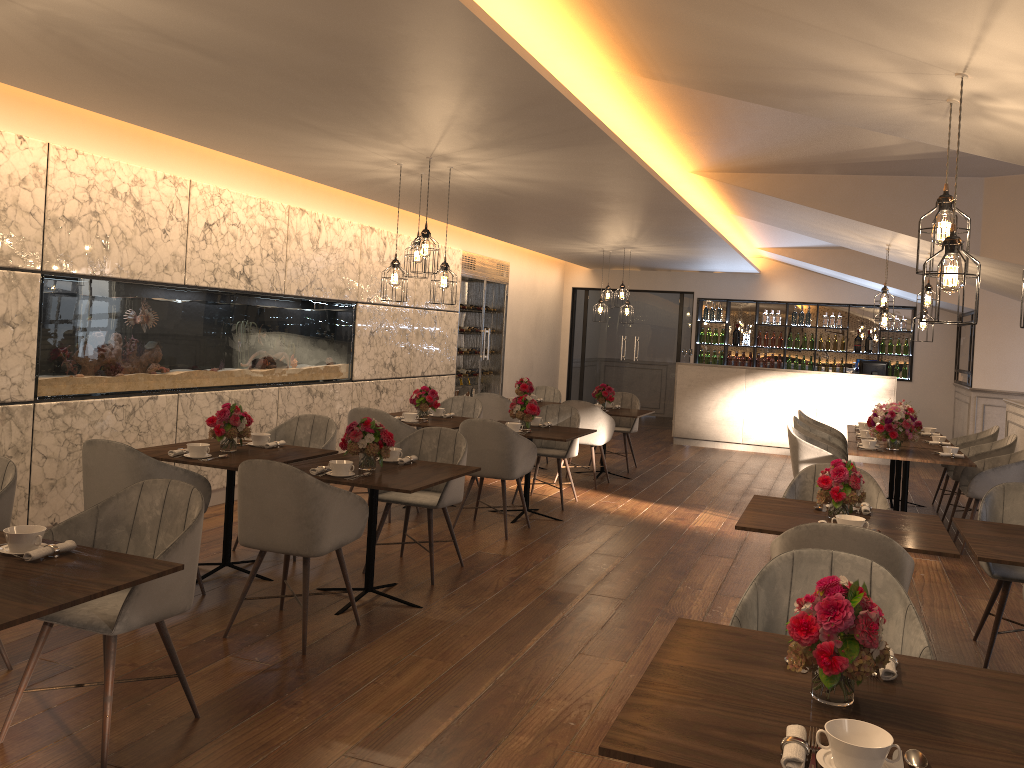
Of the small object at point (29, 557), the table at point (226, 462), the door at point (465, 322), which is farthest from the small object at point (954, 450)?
Answer: the small object at point (29, 557)

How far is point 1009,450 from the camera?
7.6m

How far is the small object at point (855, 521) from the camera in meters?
3.8

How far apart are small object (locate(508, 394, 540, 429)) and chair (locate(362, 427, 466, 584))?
1.5 meters

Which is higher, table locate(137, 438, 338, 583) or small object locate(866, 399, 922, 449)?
small object locate(866, 399, 922, 449)

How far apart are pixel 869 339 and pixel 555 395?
5.8 meters

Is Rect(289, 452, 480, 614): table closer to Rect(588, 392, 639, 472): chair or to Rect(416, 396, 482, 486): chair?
Rect(416, 396, 482, 486): chair

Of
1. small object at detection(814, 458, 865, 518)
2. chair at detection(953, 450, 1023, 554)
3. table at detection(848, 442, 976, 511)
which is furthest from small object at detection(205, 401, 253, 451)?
chair at detection(953, 450, 1023, 554)

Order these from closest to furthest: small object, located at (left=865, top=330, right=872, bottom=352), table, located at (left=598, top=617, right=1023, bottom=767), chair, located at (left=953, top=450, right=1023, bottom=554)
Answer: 1. table, located at (left=598, top=617, right=1023, bottom=767)
2. chair, located at (left=953, top=450, right=1023, bottom=554)
3. small object, located at (left=865, top=330, right=872, bottom=352)

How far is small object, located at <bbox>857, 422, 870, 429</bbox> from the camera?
9.0m
